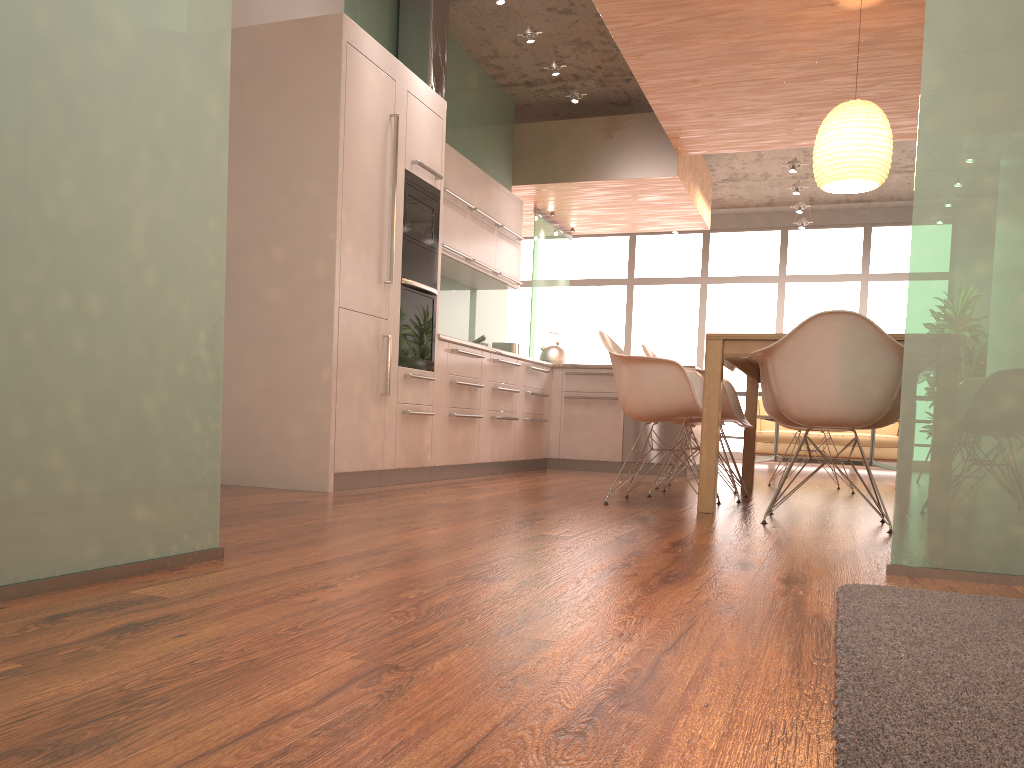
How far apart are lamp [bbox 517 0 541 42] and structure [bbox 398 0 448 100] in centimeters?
65cm

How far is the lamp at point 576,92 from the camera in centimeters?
717cm

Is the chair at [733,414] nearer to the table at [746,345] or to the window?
the table at [746,345]

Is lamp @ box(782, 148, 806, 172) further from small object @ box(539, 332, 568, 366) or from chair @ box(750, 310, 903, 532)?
chair @ box(750, 310, 903, 532)

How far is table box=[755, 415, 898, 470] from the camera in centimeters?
887cm

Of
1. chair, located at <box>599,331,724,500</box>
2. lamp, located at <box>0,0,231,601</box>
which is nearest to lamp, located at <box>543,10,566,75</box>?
chair, located at <box>599,331,724,500</box>

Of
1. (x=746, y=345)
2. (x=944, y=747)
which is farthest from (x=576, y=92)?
(x=944, y=747)

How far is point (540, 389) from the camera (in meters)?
7.32

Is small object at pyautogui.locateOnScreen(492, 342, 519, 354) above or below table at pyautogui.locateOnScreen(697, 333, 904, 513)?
above

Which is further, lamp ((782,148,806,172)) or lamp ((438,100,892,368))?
lamp ((782,148,806,172))
